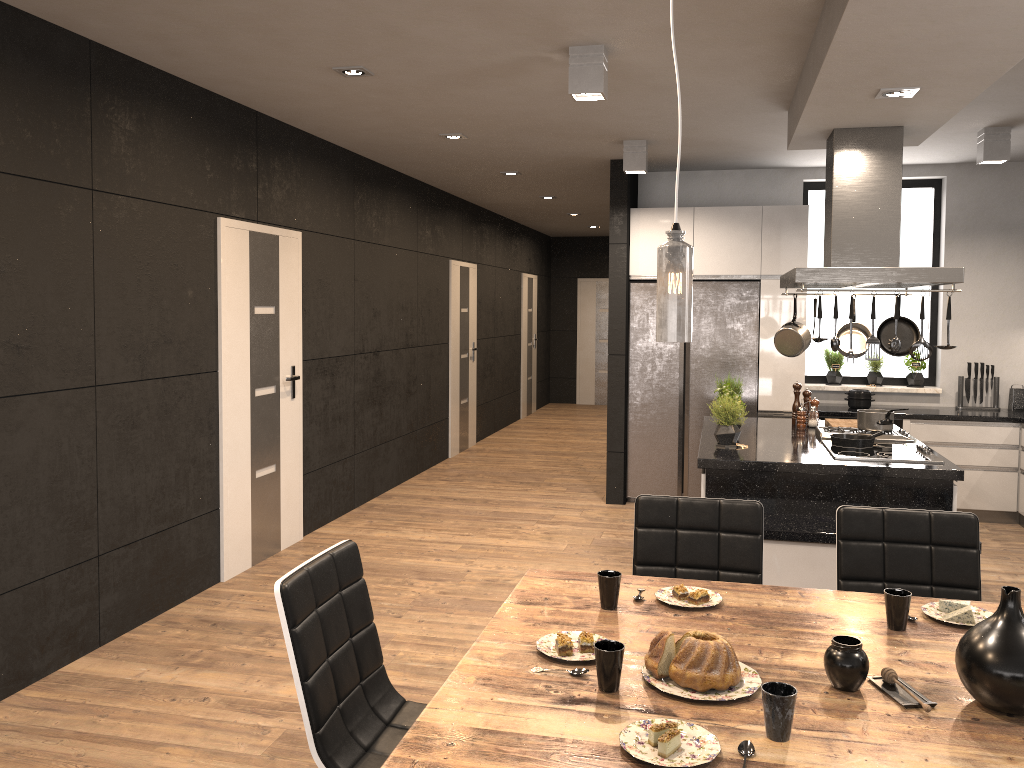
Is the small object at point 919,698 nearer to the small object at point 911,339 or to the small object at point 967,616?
the small object at point 967,616

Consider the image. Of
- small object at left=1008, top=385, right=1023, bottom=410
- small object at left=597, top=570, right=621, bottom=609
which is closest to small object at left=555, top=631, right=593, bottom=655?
small object at left=597, top=570, right=621, bottom=609

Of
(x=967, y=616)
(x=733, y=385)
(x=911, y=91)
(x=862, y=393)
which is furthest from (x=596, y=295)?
(x=967, y=616)

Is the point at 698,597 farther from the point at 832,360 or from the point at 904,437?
the point at 832,360

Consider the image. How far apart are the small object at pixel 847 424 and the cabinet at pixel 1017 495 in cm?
118

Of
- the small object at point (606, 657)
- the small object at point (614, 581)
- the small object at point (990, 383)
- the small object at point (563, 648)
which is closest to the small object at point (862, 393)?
the small object at point (990, 383)

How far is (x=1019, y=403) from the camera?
6.9m

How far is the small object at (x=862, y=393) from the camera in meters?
6.9

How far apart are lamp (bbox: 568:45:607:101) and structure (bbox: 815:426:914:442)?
2.4 meters

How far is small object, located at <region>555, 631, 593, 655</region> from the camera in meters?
2.1
